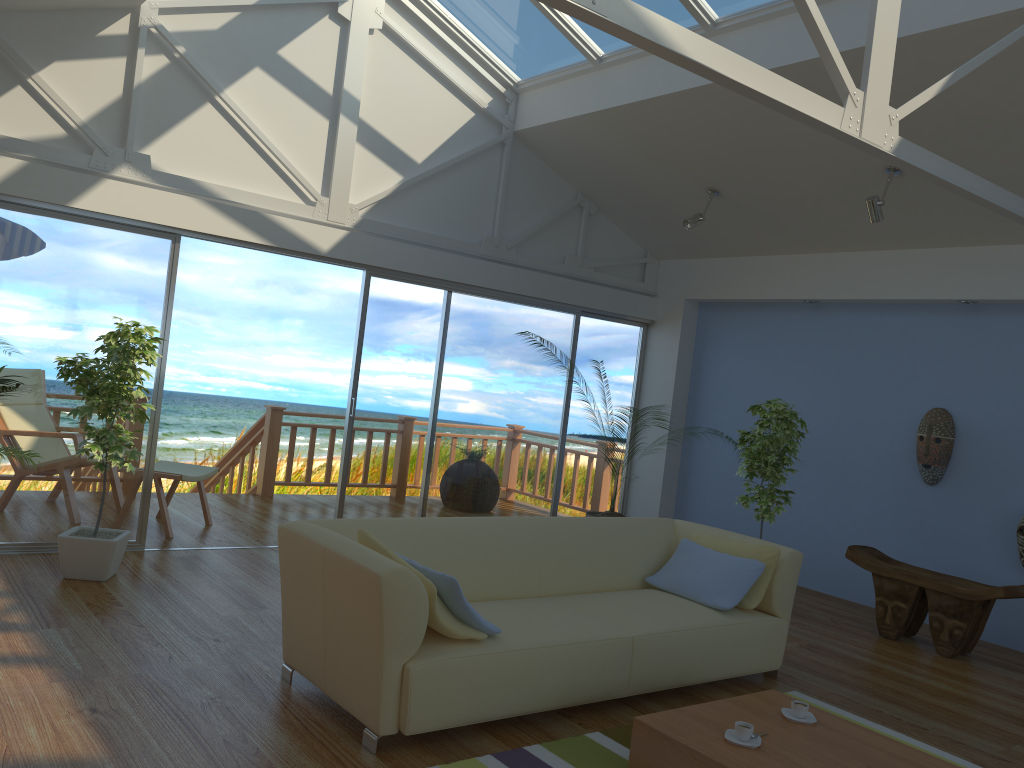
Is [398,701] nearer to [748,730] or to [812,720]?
[748,730]

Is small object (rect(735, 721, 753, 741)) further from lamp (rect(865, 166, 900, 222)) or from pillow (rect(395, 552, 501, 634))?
lamp (rect(865, 166, 900, 222))

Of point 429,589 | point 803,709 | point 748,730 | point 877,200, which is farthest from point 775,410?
point 429,589

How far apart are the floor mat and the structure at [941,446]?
2.6 meters

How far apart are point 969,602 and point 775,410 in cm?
156

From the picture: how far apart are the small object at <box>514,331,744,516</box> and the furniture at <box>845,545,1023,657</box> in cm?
175

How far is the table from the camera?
2.9 meters

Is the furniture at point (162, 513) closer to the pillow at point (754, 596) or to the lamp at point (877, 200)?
the pillow at point (754, 596)

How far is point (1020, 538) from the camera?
5.51m

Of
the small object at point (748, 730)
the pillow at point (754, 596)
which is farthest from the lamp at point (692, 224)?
the small object at point (748, 730)
